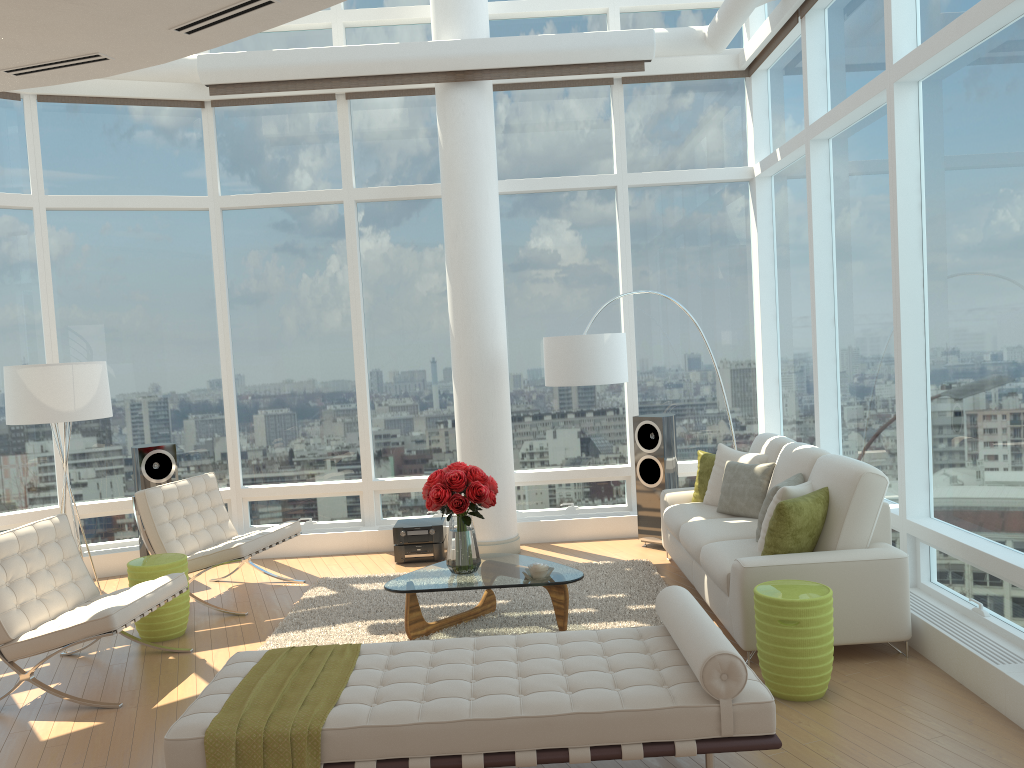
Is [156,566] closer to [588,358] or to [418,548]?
[418,548]

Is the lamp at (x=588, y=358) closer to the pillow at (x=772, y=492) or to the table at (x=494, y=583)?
the table at (x=494, y=583)

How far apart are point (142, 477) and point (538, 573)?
3.89m

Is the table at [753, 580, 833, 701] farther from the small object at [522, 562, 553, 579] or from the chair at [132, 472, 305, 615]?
the chair at [132, 472, 305, 615]

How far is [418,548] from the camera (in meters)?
7.70

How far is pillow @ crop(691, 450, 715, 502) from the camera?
A: 7.0m

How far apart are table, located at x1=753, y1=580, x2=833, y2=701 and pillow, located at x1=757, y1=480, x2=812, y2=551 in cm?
69

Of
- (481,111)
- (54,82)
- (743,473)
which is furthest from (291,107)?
(743,473)

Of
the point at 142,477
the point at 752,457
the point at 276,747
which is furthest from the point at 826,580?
the point at 142,477

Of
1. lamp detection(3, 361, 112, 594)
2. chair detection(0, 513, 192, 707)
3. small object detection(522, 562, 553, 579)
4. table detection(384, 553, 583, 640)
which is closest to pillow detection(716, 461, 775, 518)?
table detection(384, 553, 583, 640)
